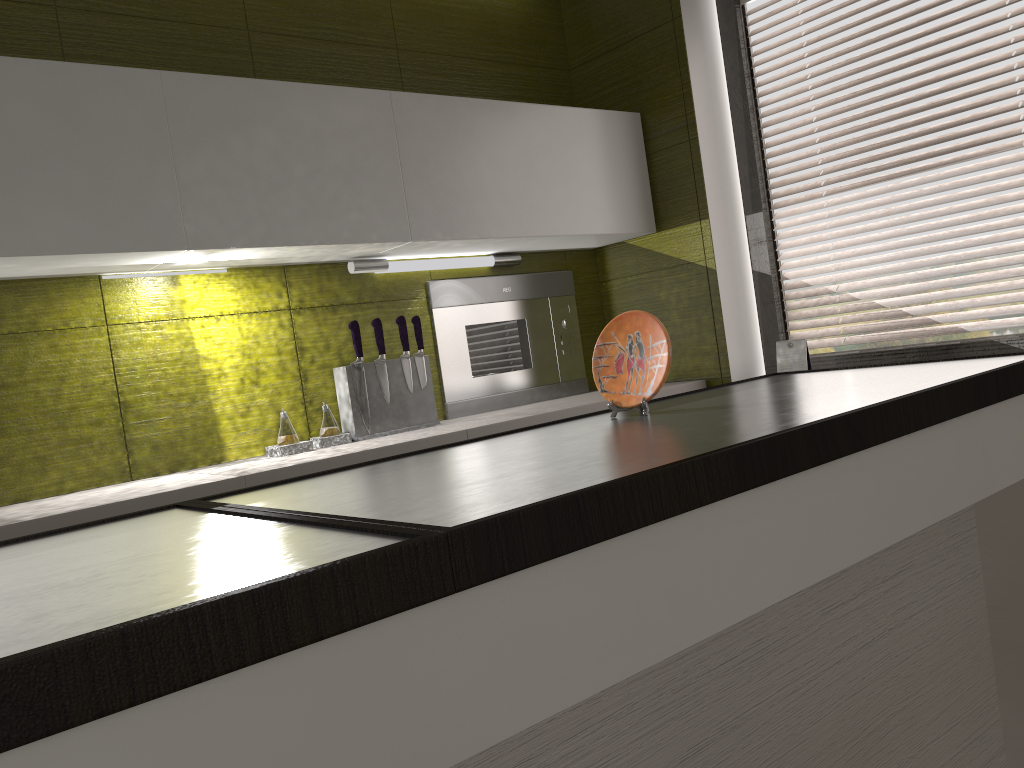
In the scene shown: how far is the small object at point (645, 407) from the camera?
Result: 1.6m

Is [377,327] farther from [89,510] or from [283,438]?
[89,510]

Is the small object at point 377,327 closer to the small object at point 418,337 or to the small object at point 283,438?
the small object at point 418,337

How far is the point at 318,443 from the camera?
2.5m

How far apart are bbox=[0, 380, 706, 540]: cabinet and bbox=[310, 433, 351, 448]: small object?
0.1m

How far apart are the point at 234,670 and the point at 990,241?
2.5m

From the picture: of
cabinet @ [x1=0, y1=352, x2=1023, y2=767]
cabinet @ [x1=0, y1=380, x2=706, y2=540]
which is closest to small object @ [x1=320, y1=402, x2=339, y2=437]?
cabinet @ [x1=0, y1=380, x2=706, y2=540]

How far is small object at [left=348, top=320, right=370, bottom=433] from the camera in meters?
2.6 m

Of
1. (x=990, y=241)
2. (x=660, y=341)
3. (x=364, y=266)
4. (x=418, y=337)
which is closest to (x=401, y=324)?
(x=418, y=337)

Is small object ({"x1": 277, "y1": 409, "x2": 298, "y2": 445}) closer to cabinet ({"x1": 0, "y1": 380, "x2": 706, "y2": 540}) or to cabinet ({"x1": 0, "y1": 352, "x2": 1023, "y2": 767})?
cabinet ({"x1": 0, "y1": 380, "x2": 706, "y2": 540})
